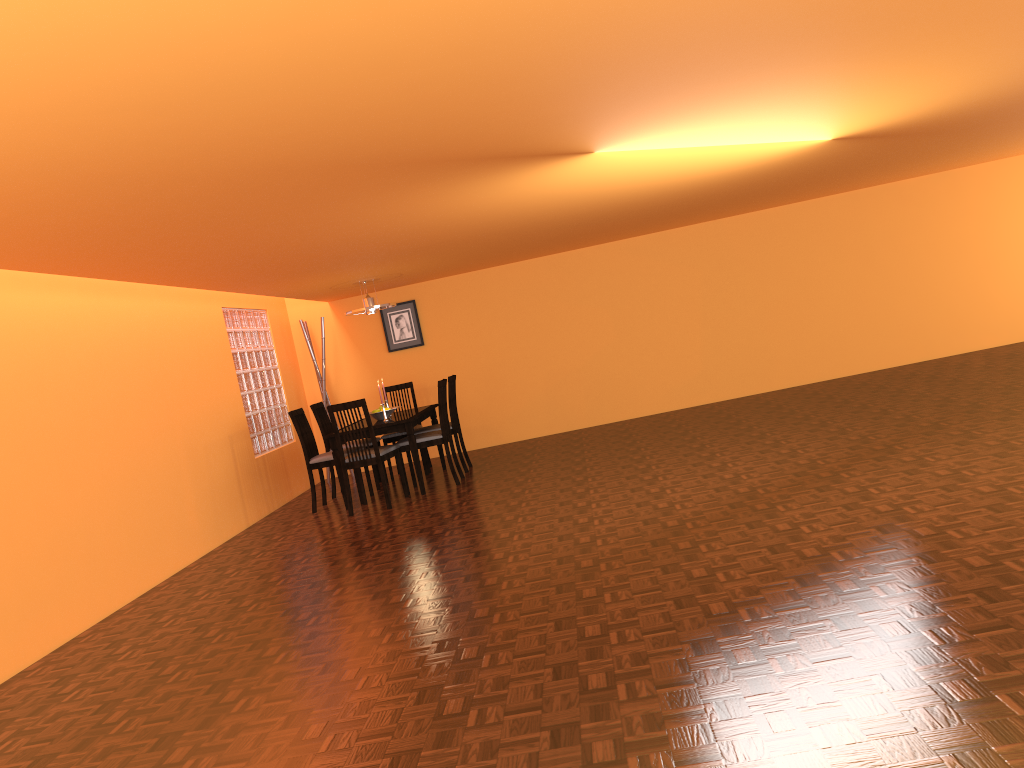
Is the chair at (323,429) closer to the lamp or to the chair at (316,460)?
the chair at (316,460)

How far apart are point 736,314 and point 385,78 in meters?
6.7

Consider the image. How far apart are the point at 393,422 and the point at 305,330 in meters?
2.3 m

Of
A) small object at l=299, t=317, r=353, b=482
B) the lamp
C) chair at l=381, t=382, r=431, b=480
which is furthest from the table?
small object at l=299, t=317, r=353, b=482

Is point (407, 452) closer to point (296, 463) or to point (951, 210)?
point (296, 463)

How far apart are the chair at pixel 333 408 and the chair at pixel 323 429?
1.04m

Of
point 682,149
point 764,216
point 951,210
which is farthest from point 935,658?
point 951,210

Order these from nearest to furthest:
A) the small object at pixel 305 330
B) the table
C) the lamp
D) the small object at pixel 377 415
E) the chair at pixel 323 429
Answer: the table
the small object at pixel 377 415
the lamp
the chair at pixel 323 429
the small object at pixel 305 330

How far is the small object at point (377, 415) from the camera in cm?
701

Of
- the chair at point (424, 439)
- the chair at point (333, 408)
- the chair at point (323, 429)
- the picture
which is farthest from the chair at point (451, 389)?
the picture
